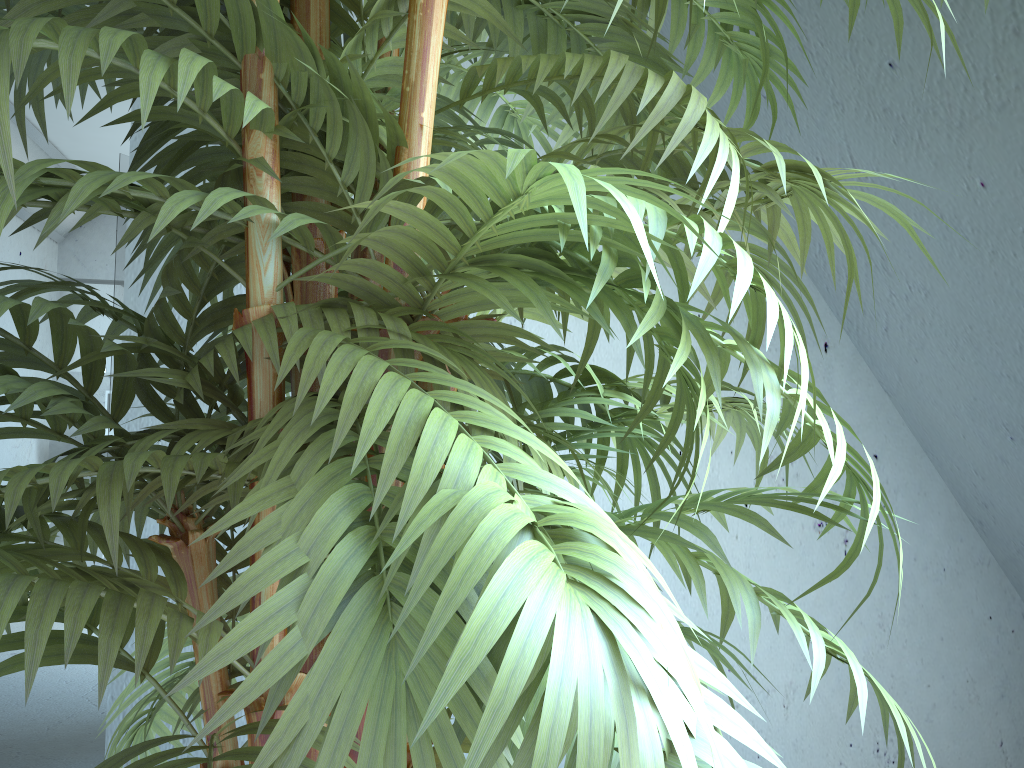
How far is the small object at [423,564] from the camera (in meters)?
0.34

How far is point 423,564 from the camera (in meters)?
0.34

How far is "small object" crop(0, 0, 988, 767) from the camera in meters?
0.3 m

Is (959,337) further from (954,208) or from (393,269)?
(393,269)
